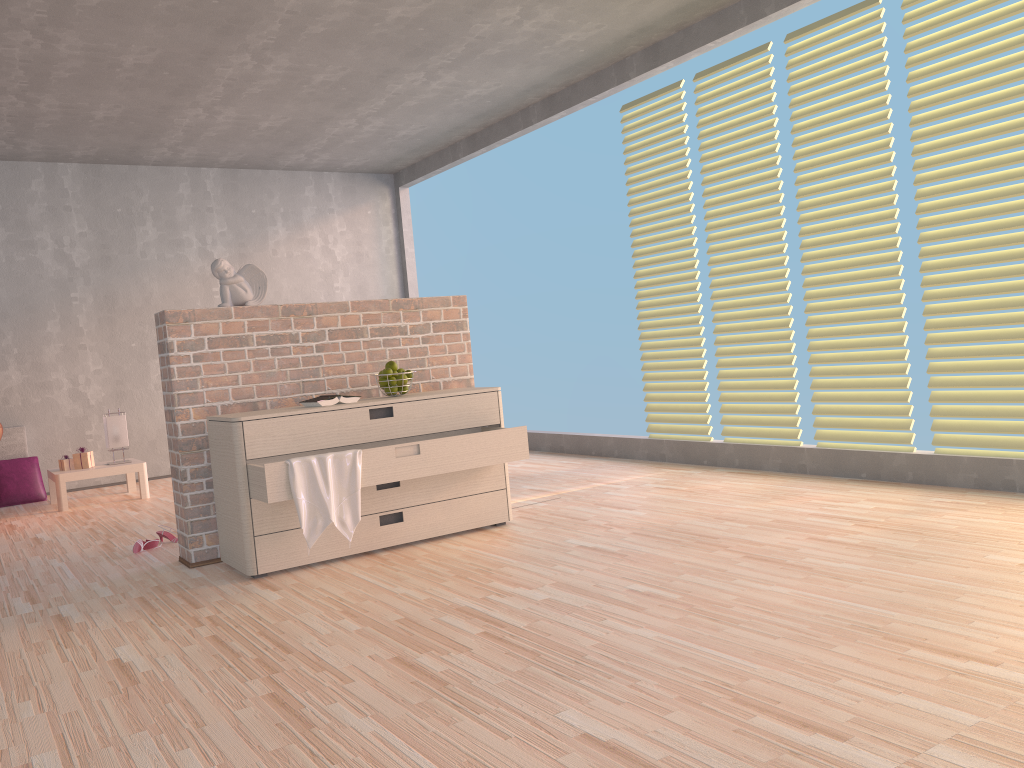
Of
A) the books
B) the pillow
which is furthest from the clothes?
the pillow

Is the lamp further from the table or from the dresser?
the dresser

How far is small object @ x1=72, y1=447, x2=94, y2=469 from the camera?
5.83m

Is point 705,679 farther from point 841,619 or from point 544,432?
point 544,432

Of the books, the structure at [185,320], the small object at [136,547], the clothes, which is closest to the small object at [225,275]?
the structure at [185,320]

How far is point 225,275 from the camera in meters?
3.8 m

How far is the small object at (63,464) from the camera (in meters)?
5.83

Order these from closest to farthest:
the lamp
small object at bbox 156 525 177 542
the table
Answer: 1. small object at bbox 156 525 177 542
2. the table
3. the lamp

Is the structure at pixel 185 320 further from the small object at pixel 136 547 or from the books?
the small object at pixel 136 547

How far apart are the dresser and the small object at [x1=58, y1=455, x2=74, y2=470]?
2.9m
